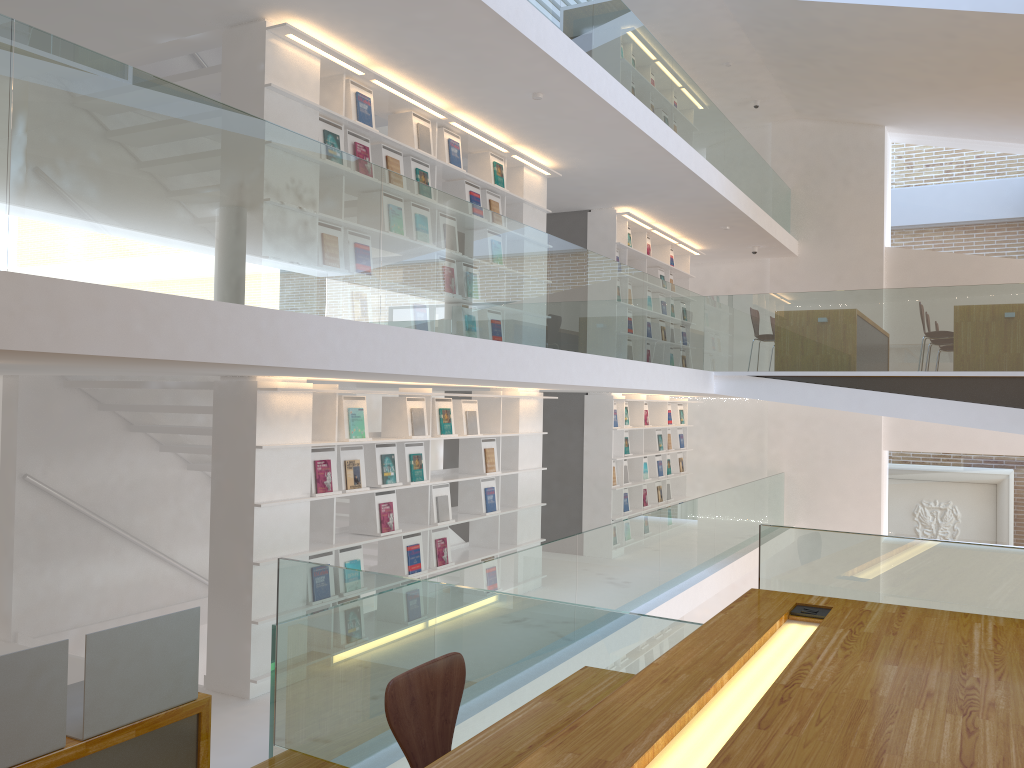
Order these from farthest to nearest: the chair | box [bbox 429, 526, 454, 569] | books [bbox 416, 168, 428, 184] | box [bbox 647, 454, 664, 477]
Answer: box [bbox 647, 454, 664, 477], box [bbox 429, 526, 454, 569], books [bbox 416, 168, 428, 184], the chair

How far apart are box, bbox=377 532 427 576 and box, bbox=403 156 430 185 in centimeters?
261cm

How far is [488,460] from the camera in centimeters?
734cm

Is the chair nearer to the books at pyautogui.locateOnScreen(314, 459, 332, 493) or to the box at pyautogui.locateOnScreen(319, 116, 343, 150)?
the books at pyautogui.locateOnScreen(314, 459, 332, 493)

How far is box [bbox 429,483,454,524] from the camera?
6.6 meters

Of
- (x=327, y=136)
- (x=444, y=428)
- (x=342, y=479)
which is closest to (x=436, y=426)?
(x=444, y=428)

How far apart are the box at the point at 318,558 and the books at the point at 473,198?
3.06m

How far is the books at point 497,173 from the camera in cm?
743

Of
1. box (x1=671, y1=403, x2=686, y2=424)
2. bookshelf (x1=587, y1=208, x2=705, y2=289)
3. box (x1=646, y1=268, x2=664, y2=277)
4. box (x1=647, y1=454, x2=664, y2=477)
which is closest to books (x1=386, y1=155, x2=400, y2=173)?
bookshelf (x1=587, y1=208, x2=705, y2=289)

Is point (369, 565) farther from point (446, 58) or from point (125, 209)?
point (125, 209)
